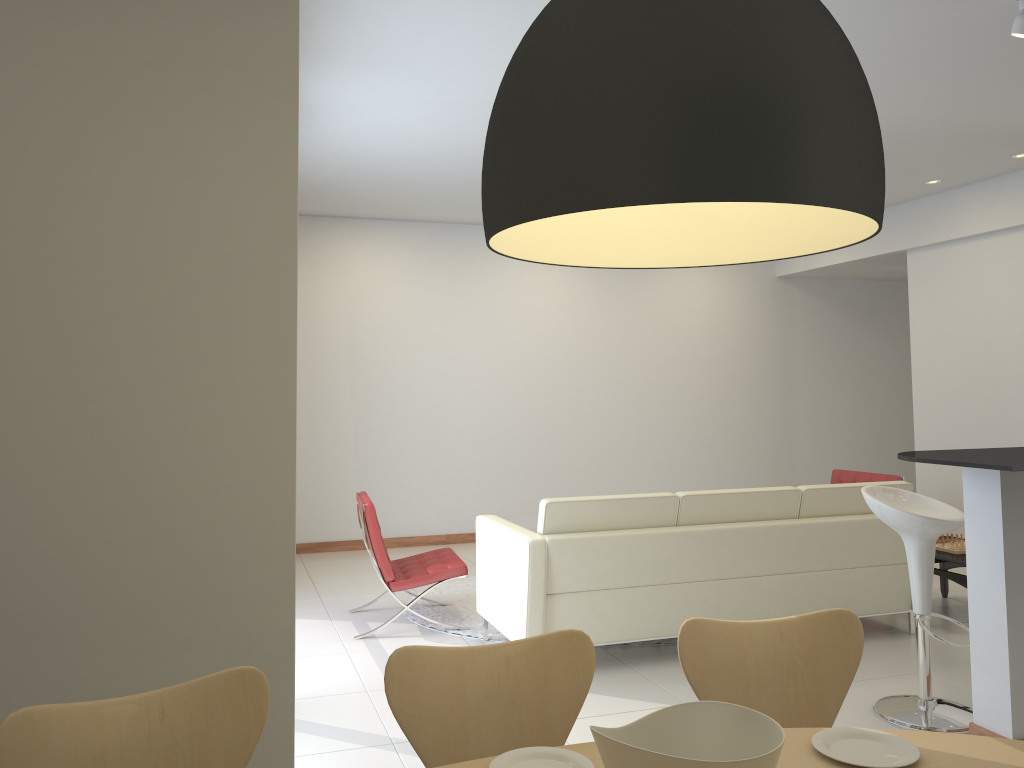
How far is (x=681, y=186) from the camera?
1.1m

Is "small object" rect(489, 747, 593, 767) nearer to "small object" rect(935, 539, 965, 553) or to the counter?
the counter

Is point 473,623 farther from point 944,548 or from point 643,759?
point 643,759

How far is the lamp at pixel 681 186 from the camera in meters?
1.1 m

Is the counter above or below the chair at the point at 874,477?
above

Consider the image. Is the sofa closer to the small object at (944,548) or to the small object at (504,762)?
the small object at (944,548)

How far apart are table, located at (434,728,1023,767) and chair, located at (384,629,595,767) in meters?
0.2 m

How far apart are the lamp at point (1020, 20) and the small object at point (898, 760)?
3.2 meters

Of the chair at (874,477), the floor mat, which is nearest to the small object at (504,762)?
the floor mat

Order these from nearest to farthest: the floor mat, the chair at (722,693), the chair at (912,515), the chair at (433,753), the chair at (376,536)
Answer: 1. the chair at (433,753)
2. the chair at (722,693)
3. the chair at (912,515)
4. the chair at (376,536)
5. the floor mat
